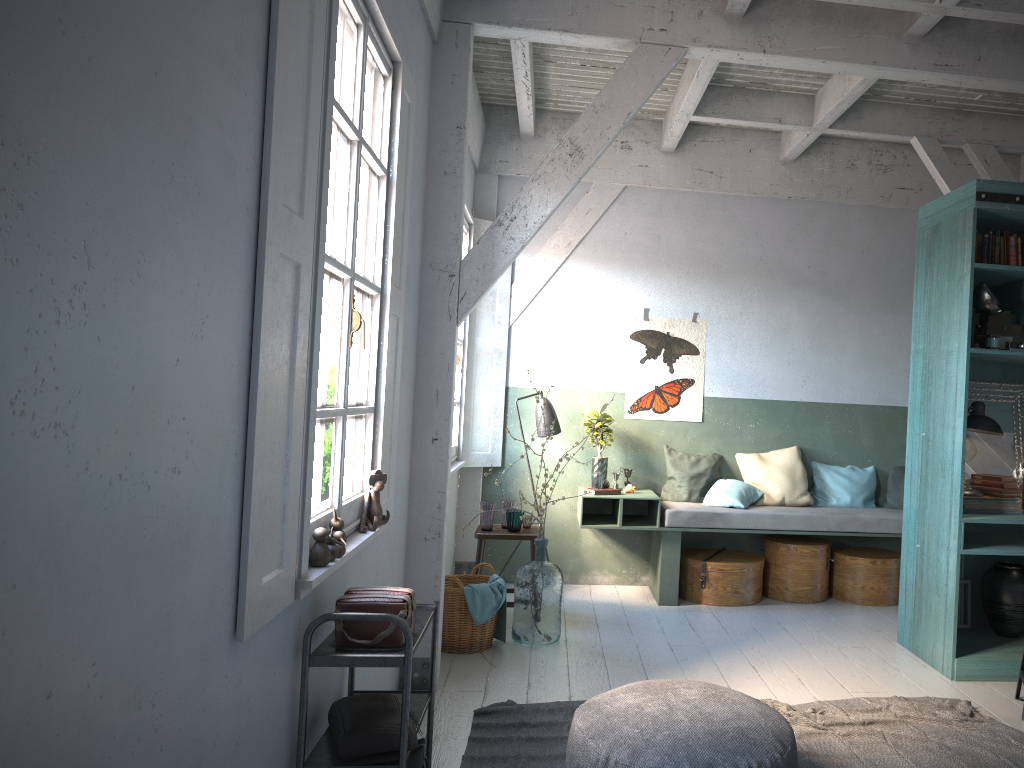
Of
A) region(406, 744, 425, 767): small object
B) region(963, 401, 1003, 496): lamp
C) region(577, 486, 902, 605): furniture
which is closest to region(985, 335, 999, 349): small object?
region(963, 401, 1003, 496): lamp

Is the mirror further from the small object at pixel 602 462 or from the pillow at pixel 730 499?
the small object at pixel 602 462

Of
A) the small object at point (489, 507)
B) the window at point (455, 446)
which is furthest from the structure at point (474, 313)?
the small object at point (489, 507)

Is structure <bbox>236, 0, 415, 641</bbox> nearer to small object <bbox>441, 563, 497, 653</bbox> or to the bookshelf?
small object <bbox>441, 563, 497, 653</bbox>

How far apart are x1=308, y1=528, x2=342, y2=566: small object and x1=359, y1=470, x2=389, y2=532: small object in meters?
0.7

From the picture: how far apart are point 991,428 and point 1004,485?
0.4m

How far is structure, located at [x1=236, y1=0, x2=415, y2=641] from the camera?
2.4 meters

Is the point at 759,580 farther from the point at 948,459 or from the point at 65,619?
the point at 65,619

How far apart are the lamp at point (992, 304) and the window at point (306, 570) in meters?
3.8 m

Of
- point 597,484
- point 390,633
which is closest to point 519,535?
point 597,484
